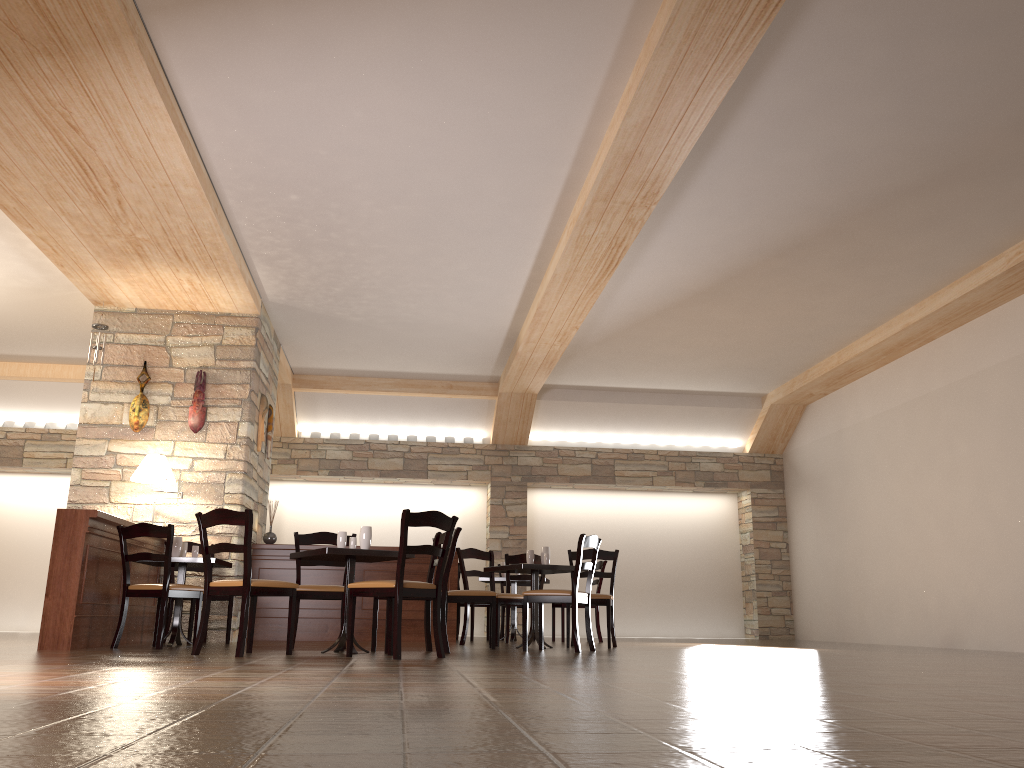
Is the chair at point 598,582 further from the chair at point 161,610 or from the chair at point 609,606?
the chair at point 161,610

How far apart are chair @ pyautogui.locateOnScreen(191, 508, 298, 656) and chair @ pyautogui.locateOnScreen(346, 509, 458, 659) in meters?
Answer: 0.4 m

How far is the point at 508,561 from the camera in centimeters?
865cm

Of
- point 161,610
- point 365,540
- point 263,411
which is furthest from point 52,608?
point 263,411

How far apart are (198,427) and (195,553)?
1.6m

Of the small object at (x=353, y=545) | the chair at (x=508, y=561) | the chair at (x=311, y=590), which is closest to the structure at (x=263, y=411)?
the chair at (x=311, y=590)

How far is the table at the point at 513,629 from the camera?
9.4 meters

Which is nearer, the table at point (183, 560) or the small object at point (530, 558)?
the table at point (183, 560)

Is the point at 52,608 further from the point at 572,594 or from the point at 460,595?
the point at 572,594

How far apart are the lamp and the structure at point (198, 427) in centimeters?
58cm
